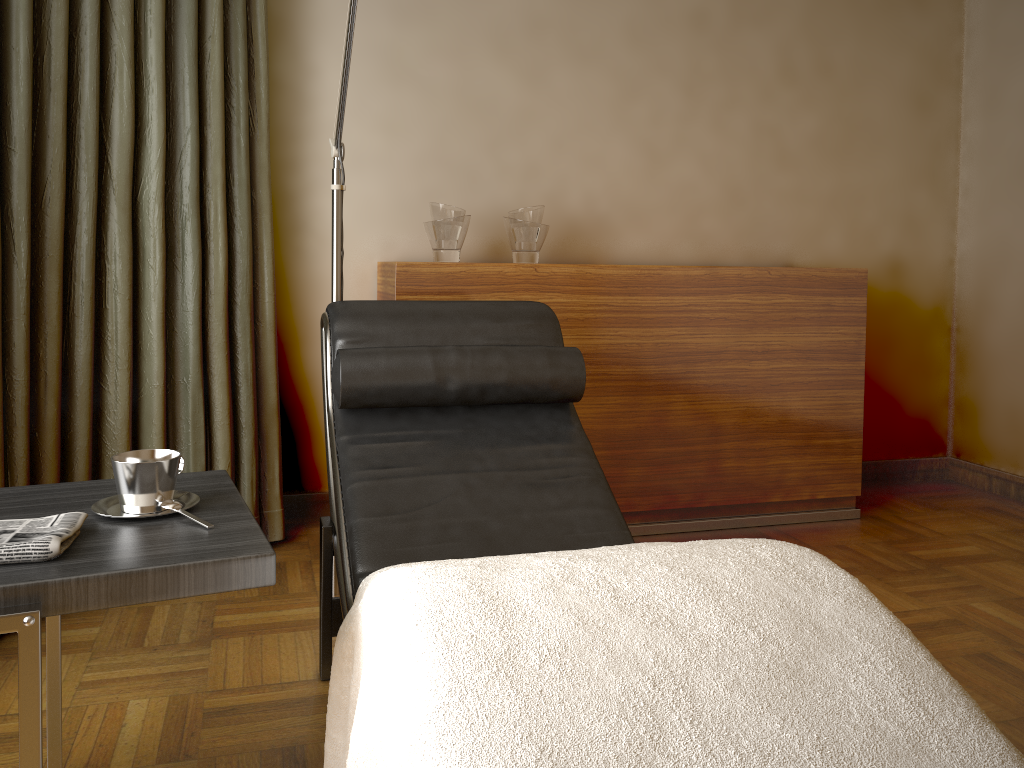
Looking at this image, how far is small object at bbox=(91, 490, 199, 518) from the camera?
1.3 meters

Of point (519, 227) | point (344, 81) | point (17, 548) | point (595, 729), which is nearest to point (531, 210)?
point (519, 227)

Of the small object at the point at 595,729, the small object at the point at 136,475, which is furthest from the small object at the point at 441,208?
the small object at the point at 595,729

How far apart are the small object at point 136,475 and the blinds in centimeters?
93cm

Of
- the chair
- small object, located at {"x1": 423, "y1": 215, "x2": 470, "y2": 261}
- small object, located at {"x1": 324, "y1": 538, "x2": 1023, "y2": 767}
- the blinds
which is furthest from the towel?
small object, located at {"x1": 423, "y1": 215, "x2": 470, "y2": 261}

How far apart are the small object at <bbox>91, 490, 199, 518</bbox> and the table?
0.01m

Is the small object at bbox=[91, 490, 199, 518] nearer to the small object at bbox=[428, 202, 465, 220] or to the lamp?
the lamp

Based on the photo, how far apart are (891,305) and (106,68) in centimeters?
301cm

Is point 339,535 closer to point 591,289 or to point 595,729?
point 595,729

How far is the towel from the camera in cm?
109
